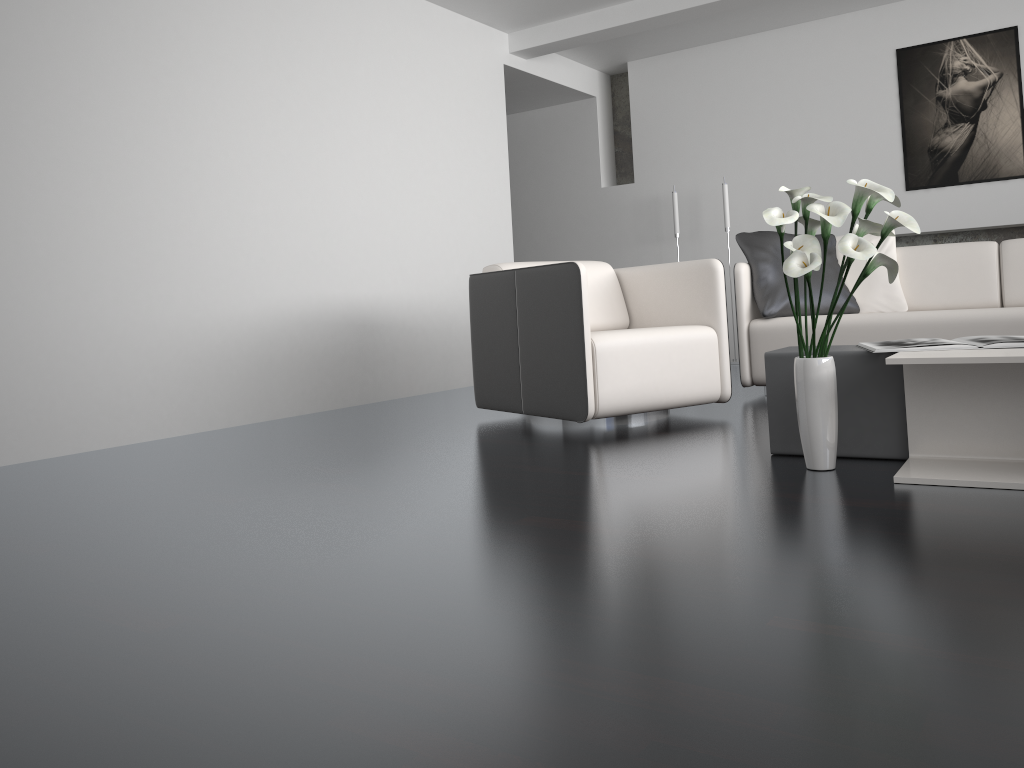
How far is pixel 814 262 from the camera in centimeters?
221cm

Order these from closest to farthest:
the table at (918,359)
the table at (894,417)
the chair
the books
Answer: the table at (918,359), the books, the table at (894,417), the chair

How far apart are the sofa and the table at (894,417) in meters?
1.4

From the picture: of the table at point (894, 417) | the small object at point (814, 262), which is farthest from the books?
the small object at point (814, 262)

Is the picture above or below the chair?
above

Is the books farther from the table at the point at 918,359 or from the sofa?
the sofa

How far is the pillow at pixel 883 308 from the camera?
4.3m

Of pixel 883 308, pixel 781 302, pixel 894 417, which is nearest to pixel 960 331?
pixel 883 308

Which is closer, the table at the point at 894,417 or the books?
the books

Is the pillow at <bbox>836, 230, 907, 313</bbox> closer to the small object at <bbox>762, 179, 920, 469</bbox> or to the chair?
the chair
